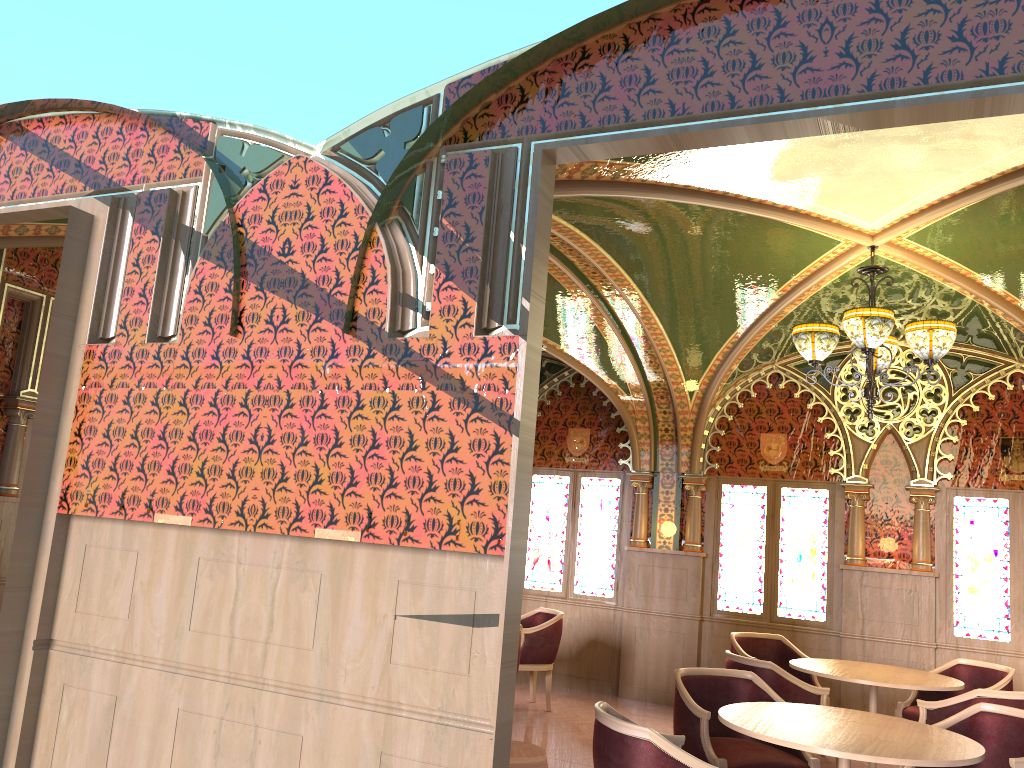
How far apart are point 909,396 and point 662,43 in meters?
5.9

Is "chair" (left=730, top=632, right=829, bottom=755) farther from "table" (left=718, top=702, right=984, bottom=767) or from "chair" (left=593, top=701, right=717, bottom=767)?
"chair" (left=593, top=701, right=717, bottom=767)

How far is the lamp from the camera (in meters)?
5.18

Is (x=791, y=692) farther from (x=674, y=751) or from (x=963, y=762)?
(x=674, y=751)

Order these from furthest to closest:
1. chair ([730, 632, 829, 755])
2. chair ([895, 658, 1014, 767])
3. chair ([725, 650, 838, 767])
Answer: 1. chair ([730, 632, 829, 755])
2. chair ([895, 658, 1014, 767])
3. chair ([725, 650, 838, 767])

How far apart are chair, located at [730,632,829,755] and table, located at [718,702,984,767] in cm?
266

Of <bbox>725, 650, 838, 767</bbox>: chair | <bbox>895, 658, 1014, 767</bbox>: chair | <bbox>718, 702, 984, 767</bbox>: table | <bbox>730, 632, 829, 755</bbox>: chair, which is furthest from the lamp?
<bbox>730, 632, 829, 755</bbox>: chair

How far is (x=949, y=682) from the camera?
6.0 meters

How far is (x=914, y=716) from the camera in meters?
6.5

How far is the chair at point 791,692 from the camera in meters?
5.6 m
